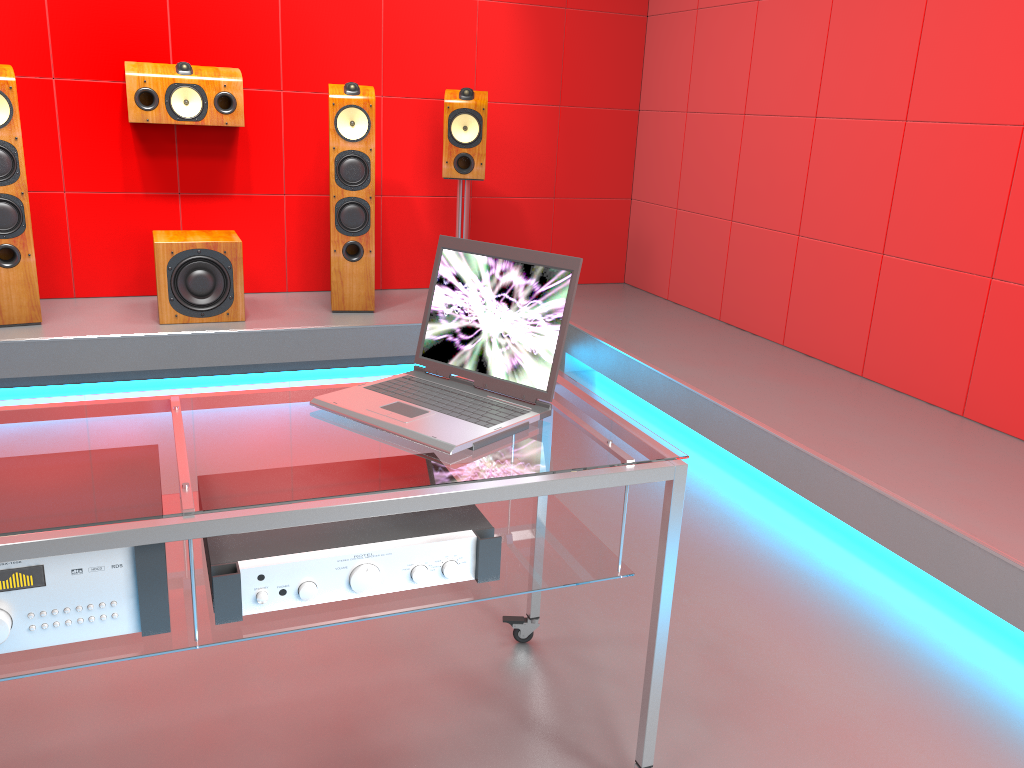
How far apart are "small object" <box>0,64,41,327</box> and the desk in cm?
245

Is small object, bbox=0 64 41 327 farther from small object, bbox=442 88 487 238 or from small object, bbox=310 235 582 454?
small object, bbox=310 235 582 454

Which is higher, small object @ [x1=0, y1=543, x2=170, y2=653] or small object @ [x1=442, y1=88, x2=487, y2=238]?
small object @ [x1=442, y1=88, x2=487, y2=238]

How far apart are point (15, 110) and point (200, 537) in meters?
3.1 m

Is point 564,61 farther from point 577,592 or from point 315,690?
point 315,690

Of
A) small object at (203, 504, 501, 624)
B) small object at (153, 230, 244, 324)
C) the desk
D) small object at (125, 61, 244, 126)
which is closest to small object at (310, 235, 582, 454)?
the desk

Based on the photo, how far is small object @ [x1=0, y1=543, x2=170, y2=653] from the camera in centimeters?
116cm

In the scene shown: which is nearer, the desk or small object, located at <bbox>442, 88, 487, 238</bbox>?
the desk

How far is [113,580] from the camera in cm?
120

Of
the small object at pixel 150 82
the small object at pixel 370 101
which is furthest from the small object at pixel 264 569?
the small object at pixel 150 82
